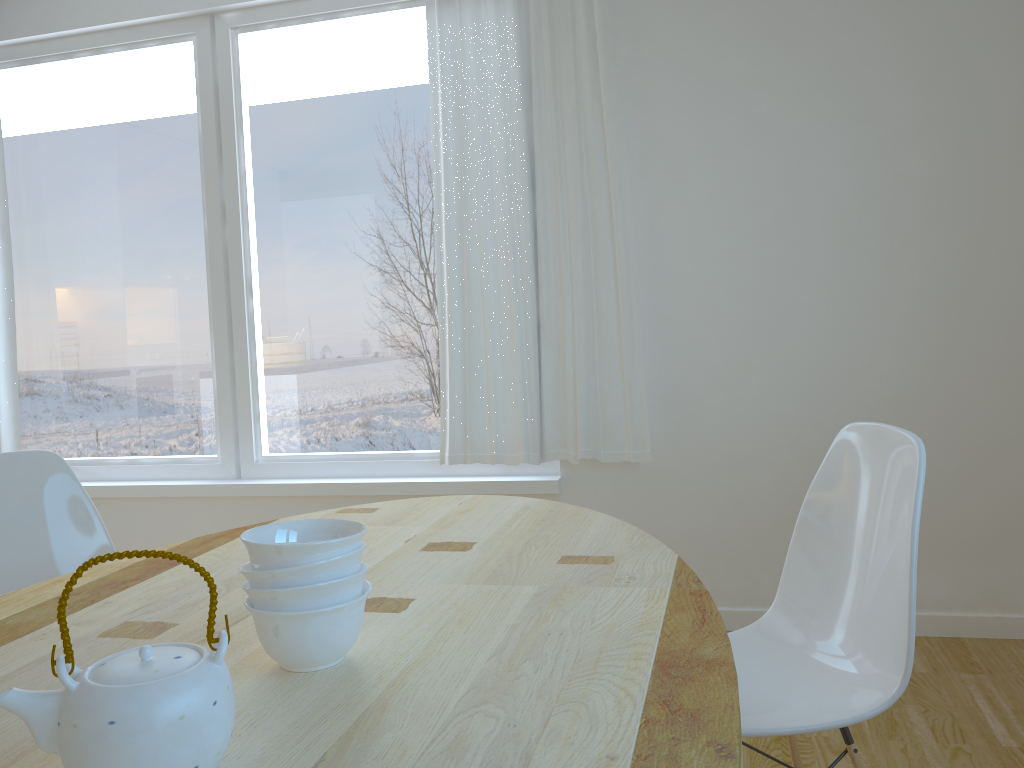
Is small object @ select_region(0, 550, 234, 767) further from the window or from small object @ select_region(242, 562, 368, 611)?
the window

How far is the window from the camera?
3.5m

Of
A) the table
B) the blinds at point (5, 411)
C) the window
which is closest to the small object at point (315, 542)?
the table

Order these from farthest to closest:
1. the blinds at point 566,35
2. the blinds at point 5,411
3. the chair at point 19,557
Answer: the blinds at point 5,411
the blinds at point 566,35
the chair at point 19,557

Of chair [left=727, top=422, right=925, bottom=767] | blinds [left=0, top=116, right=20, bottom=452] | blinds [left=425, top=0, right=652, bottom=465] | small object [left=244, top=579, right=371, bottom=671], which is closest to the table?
small object [left=244, top=579, right=371, bottom=671]

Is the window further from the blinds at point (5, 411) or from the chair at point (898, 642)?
the chair at point (898, 642)

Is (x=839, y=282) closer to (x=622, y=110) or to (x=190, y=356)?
(x=622, y=110)

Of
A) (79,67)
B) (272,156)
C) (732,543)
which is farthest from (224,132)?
(732,543)

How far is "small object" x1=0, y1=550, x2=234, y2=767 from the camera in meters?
0.7 m

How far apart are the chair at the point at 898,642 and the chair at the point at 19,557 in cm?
142
